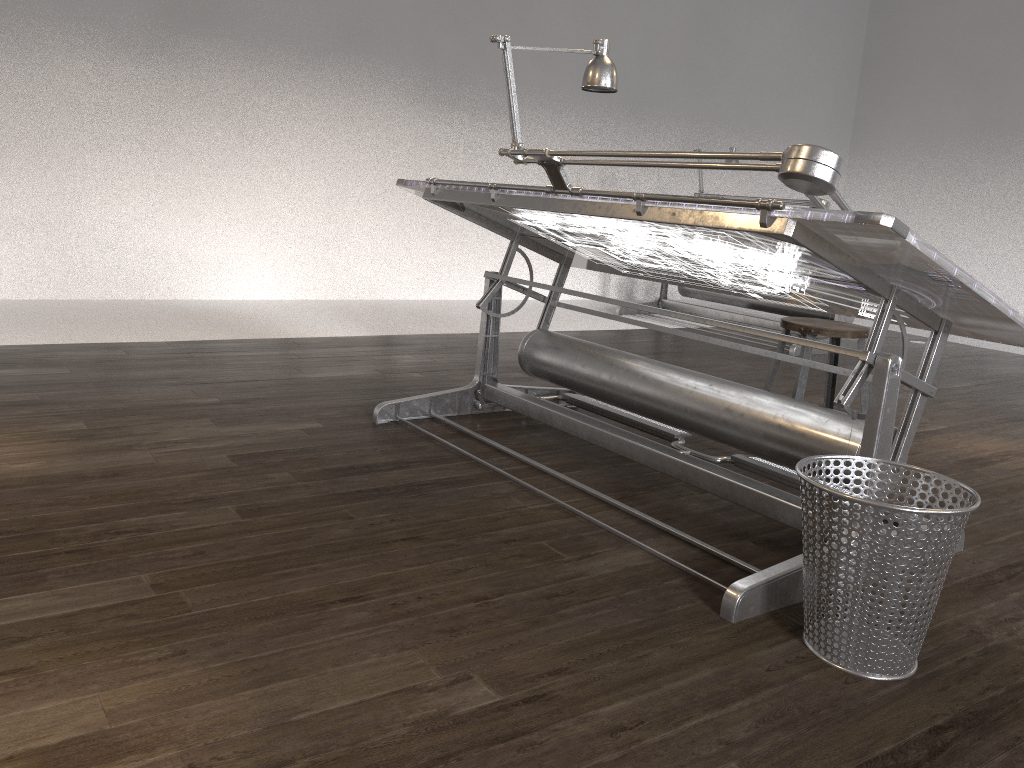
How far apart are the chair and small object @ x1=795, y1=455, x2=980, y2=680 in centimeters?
120cm

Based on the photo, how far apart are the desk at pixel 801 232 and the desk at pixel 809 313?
2.53m

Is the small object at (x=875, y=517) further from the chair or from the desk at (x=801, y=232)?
the chair

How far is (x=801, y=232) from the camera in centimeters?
194cm

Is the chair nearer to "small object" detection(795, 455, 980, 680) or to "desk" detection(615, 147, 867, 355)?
"small object" detection(795, 455, 980, 680)

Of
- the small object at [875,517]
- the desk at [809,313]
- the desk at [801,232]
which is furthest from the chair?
the desk at [809,313]

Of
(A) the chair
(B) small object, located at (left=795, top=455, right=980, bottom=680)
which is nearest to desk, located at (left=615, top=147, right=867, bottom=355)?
(A) the chair

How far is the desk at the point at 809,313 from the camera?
6.4m

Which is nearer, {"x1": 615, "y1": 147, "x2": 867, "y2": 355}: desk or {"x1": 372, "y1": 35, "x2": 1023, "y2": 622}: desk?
{"x1": 372, "y1": 35, "x2": 1023, "y2": 622}: desk

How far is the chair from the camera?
3.1 meters
